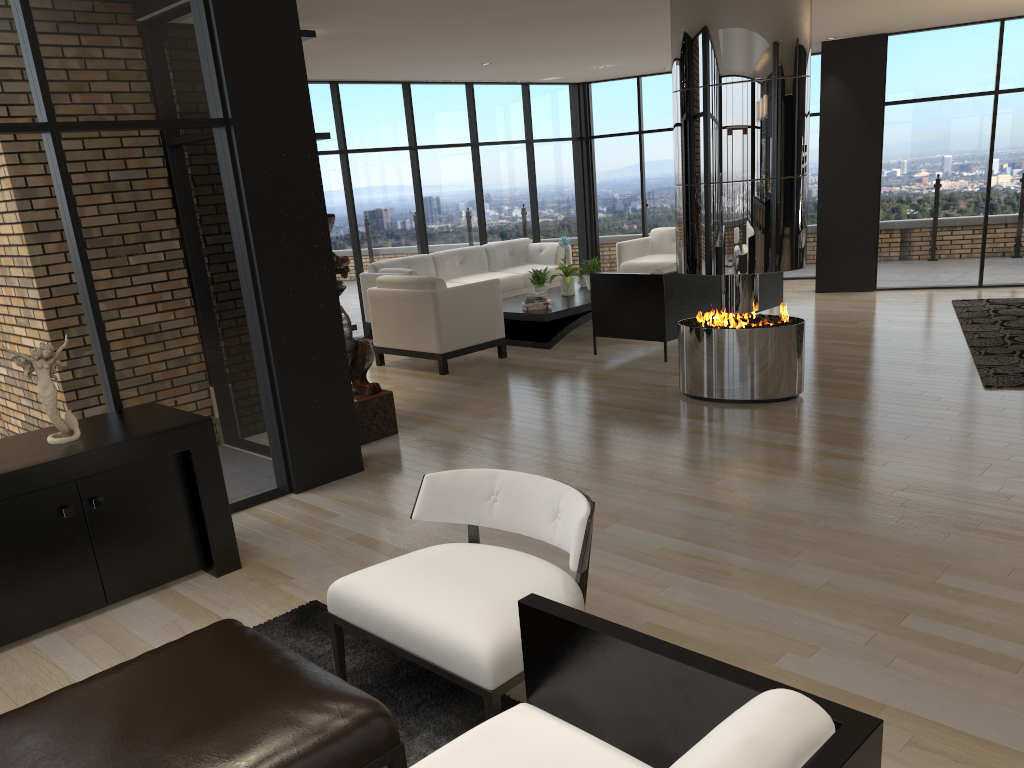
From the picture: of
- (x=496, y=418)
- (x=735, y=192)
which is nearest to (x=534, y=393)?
(x=496, y=418)

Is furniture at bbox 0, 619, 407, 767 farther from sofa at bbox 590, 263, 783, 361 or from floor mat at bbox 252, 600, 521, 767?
sofa at bbox 590, 263, 783, 361

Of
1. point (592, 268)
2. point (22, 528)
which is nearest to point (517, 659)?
point (22, 528)

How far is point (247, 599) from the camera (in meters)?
3.79

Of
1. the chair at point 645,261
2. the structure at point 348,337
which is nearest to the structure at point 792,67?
the structure at point 348,337

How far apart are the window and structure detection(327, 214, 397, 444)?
0.9m

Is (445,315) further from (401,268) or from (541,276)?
(401,268)

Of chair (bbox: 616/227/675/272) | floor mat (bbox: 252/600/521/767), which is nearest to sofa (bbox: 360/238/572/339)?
chair (bbox: 616/227/675/272)

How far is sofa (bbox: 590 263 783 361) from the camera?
7.6m

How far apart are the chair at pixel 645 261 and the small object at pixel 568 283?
1.45m
